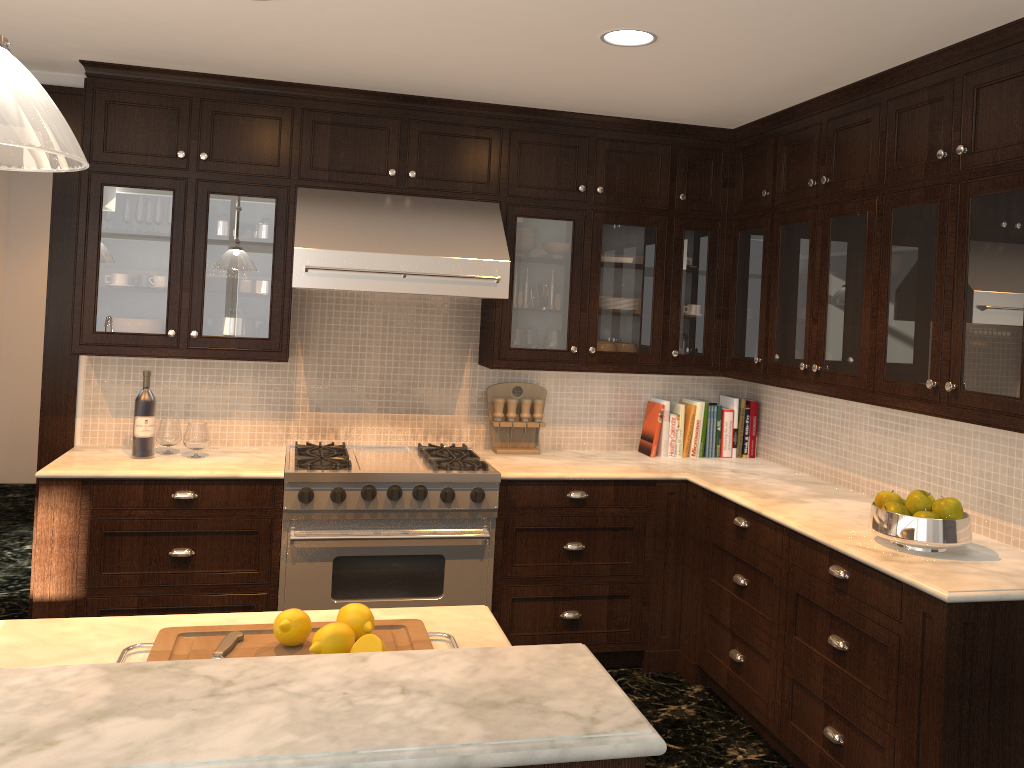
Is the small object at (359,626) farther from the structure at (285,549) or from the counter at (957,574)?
the structure at (285,549)

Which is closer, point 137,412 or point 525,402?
point 137,412

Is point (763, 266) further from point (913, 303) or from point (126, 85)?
point (126, 85)

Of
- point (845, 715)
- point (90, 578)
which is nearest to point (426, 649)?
point (845, 715)

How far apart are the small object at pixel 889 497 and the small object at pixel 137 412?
2.9 meters

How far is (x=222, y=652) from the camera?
1.75m

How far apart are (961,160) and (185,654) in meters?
2.7

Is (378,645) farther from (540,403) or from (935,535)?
(540,403)

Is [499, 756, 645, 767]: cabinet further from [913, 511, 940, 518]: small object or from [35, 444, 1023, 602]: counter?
[913, 511, 940, 518]: small object

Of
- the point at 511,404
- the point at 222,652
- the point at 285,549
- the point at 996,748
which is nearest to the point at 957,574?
the point at 996,748
